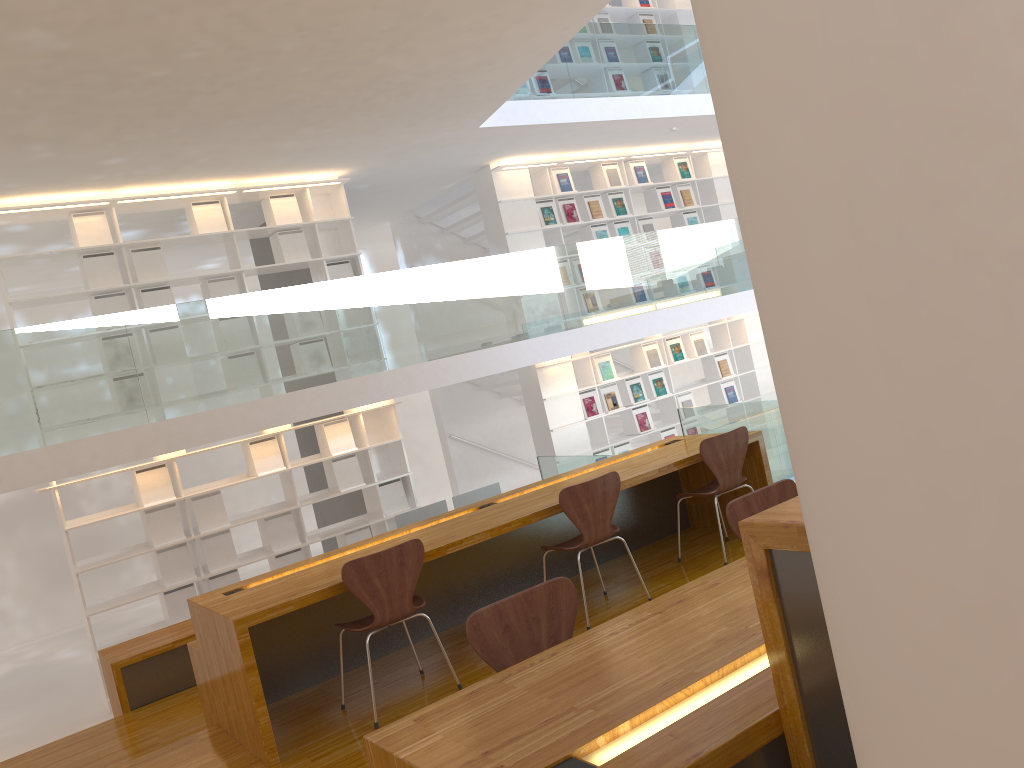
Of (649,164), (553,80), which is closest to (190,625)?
(553,80)

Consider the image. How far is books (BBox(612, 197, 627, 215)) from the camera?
9.88m

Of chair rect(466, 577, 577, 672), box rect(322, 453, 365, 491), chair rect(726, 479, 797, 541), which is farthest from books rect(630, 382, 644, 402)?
chair rect(466, 577, 577, 672)

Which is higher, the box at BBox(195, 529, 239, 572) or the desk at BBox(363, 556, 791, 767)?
the desk at BBox(363, 556, 791, 767)

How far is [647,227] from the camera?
10.1m

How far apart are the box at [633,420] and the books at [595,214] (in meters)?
2.18

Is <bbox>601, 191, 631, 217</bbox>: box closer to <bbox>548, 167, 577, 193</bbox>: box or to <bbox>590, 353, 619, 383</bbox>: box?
<bbox>548, 167, 577, 193</bbox>: box

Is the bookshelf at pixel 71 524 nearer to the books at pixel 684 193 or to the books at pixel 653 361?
the books at pixel 653 361

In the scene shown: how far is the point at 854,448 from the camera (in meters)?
0.89

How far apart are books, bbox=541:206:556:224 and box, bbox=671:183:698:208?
1.9 meters
